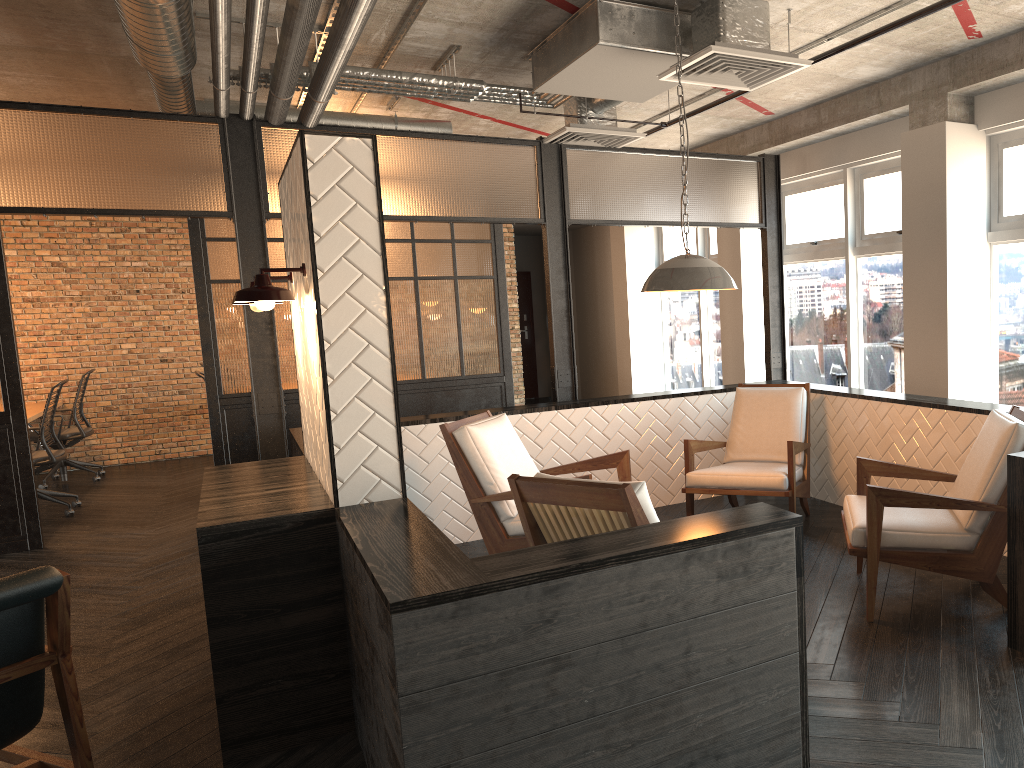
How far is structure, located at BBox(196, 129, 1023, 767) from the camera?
2.2 meters

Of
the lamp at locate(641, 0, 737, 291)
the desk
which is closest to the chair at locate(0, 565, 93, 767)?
the lamp at locate(641, 0, 737, 291)

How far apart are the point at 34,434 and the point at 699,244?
7.25m

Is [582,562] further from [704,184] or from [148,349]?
[148,349]

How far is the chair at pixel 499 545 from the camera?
4.6m

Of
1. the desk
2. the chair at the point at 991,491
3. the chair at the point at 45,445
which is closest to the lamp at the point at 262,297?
the chair at the point at 991,491

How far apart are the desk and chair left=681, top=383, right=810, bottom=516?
6.54m

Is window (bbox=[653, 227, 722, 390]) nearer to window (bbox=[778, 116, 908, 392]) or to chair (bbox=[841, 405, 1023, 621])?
window (bbox=[778, 116, 908, 392])

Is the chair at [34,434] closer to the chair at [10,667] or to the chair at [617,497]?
the chair at [10,667]

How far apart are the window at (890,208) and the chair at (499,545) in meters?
2.8
